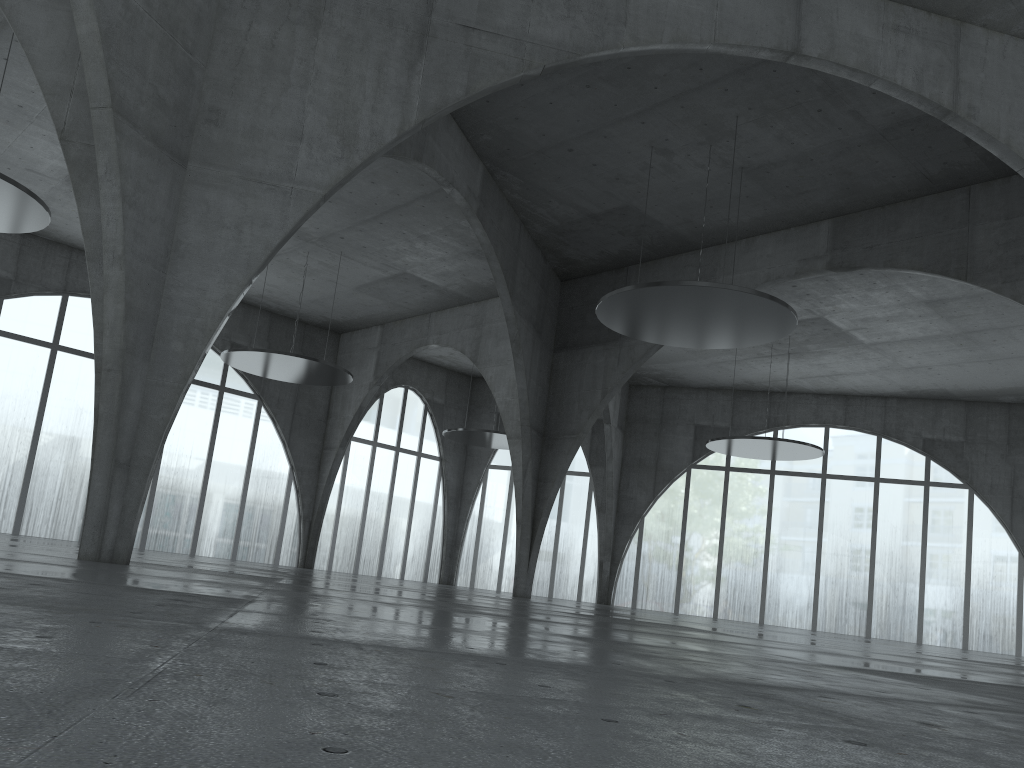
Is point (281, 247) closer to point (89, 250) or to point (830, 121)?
point (89, 250)
